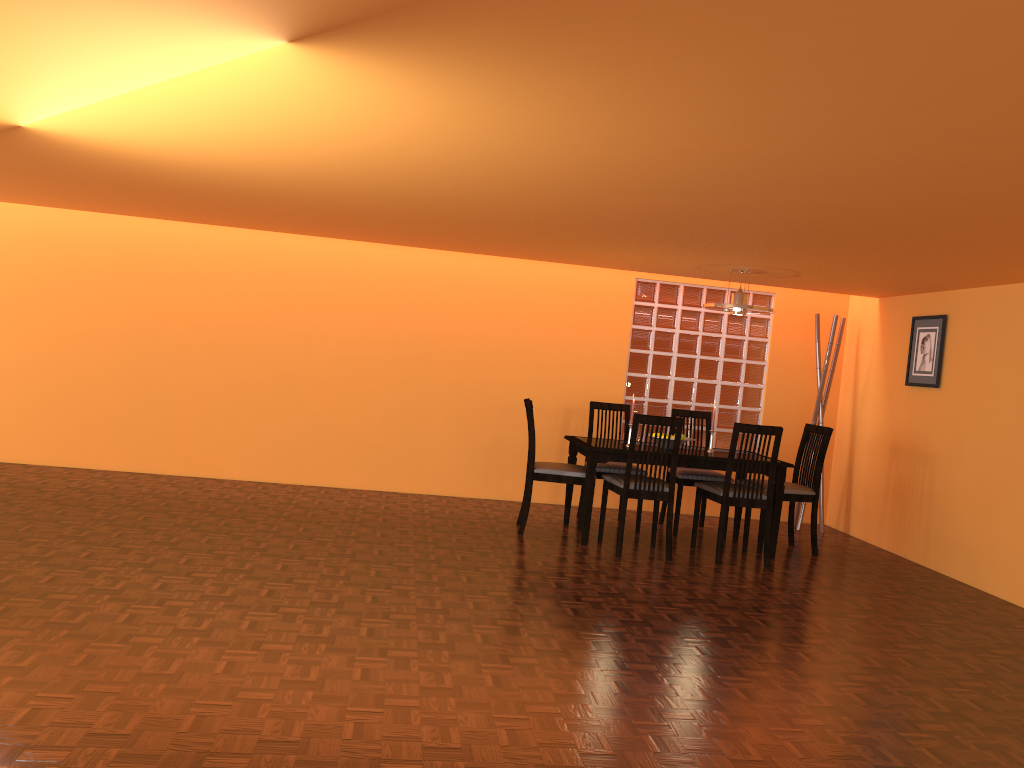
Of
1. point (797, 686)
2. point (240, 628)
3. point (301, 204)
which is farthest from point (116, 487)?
point (797, 686)

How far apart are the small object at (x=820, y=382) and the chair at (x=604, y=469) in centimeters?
148cm

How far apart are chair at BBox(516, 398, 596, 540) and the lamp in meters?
1.3

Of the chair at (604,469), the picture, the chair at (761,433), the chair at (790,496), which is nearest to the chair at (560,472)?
the chair at (604,469)

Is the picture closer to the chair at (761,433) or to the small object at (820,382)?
the small object at (820,382)

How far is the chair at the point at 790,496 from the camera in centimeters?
545cm

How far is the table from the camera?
5.11m

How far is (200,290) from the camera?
6.2m

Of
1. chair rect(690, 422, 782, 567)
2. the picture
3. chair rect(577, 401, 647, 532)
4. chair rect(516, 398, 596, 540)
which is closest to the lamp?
chair rect(690, 422, 782, 567)

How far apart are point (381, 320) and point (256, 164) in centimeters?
281cm
